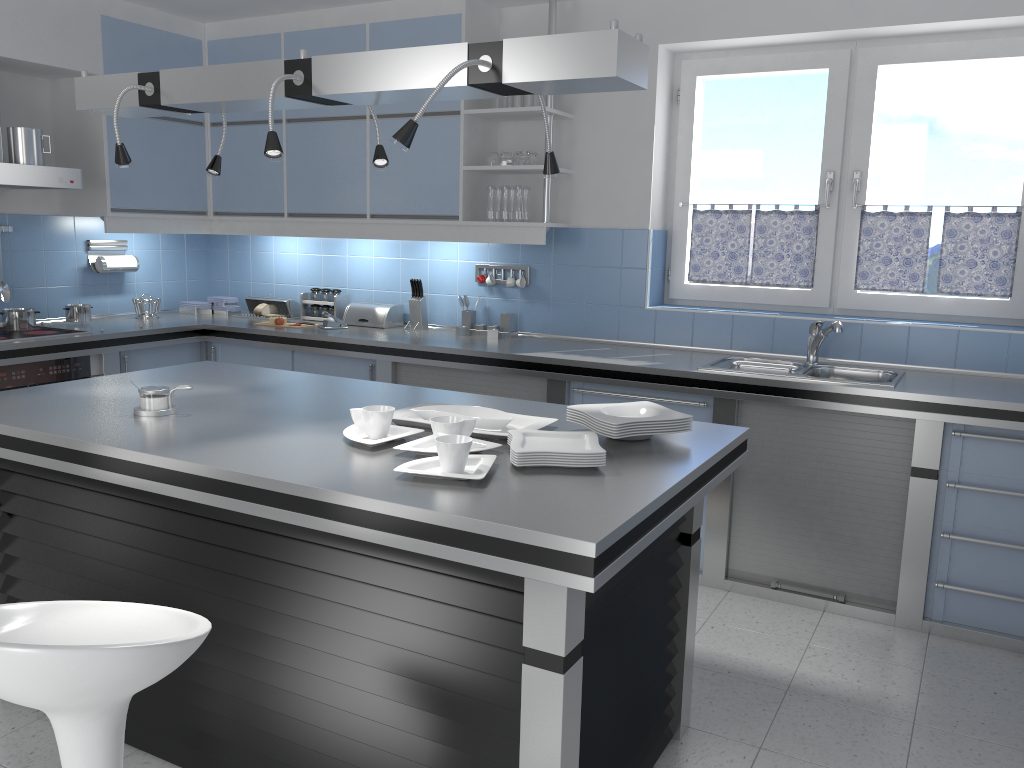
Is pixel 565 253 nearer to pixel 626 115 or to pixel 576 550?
pixel 626 115

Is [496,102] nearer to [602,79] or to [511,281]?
[511,281]

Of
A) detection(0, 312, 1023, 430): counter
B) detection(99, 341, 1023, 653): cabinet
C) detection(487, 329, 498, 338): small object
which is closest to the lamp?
detection(0, 312, 1023, 430): counter

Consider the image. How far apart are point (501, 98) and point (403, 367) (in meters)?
1.48

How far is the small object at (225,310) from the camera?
5.7m

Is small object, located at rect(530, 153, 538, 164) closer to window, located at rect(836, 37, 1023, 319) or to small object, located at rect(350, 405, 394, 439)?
window, located at rect(836, 37, 1023, 319)

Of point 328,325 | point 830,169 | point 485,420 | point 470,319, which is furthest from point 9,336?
point 830,169

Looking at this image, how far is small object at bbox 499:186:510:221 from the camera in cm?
457

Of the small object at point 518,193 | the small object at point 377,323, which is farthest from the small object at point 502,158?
the small object at point 377,323

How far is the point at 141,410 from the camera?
2.66m
